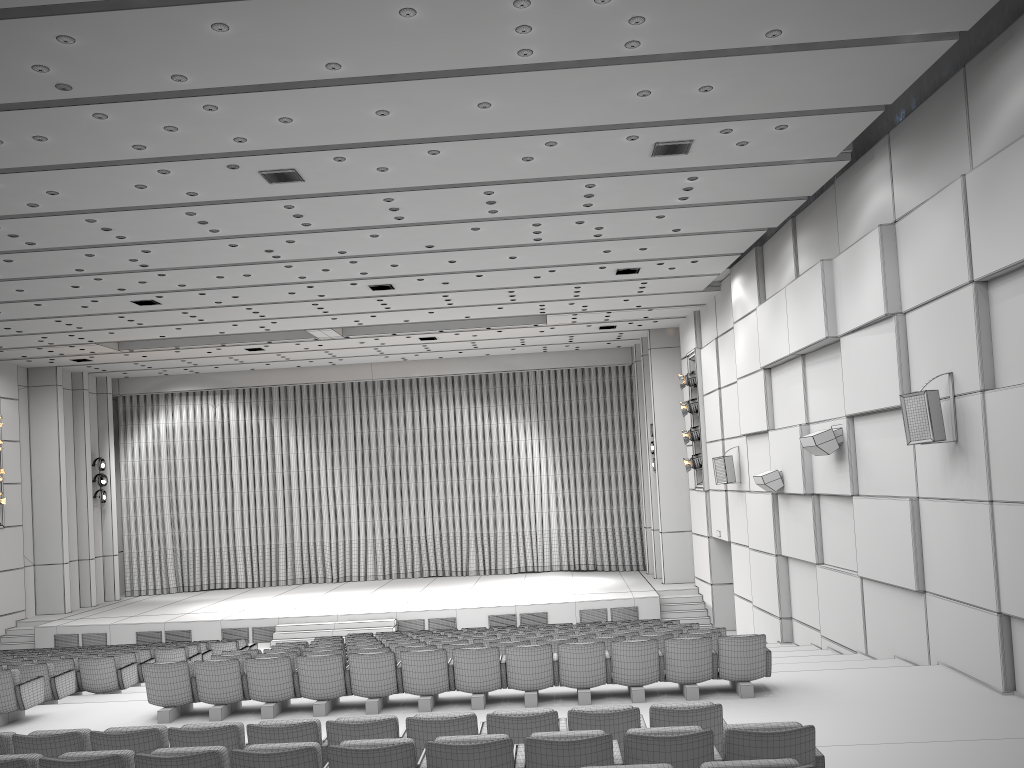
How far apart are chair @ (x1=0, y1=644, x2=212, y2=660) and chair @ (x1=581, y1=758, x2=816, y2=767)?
12.75m

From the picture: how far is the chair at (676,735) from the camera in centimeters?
468cm

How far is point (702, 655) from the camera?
8.93m

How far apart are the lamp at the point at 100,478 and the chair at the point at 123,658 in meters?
14.1

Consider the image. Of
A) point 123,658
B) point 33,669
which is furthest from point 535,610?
point 33,669

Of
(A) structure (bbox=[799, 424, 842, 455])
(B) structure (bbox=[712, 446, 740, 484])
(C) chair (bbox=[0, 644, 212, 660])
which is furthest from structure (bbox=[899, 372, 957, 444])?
(C) chair (bbox=[0, 644, 212, 660])

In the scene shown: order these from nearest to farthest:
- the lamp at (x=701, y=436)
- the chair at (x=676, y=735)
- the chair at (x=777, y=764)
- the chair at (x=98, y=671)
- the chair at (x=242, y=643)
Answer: the chair at (x=777, y=764), the chair at (x=676, y=735), the chair at (x=98, y=671), the chair at (x=242, y=643), the lamp at (x=701, y=436)

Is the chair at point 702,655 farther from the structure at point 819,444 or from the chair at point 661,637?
the structure at point 819,444

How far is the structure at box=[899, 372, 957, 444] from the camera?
9.13m

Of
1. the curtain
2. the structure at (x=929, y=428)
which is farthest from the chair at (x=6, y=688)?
the curtain
